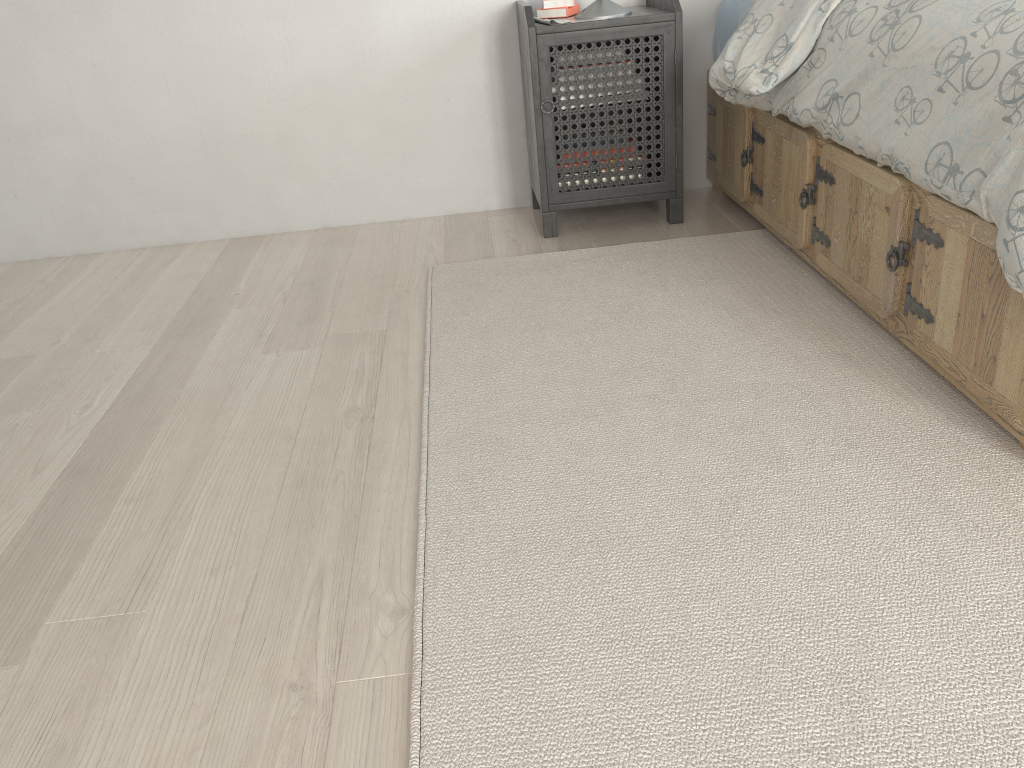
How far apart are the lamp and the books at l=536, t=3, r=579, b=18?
0.10m

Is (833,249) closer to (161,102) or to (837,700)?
(837,700)

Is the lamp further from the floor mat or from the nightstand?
the floor mat

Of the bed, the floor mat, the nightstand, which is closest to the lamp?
the nightstand

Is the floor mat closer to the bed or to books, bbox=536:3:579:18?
the bed

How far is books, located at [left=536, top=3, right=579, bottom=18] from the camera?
2.58m

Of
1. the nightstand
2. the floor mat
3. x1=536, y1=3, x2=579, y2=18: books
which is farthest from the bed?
x1=536, y1=3, x2=579, y2=18: books

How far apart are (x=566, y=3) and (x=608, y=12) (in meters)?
0.18

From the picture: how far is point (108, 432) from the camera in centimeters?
177cm

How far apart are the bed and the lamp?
0.34m
